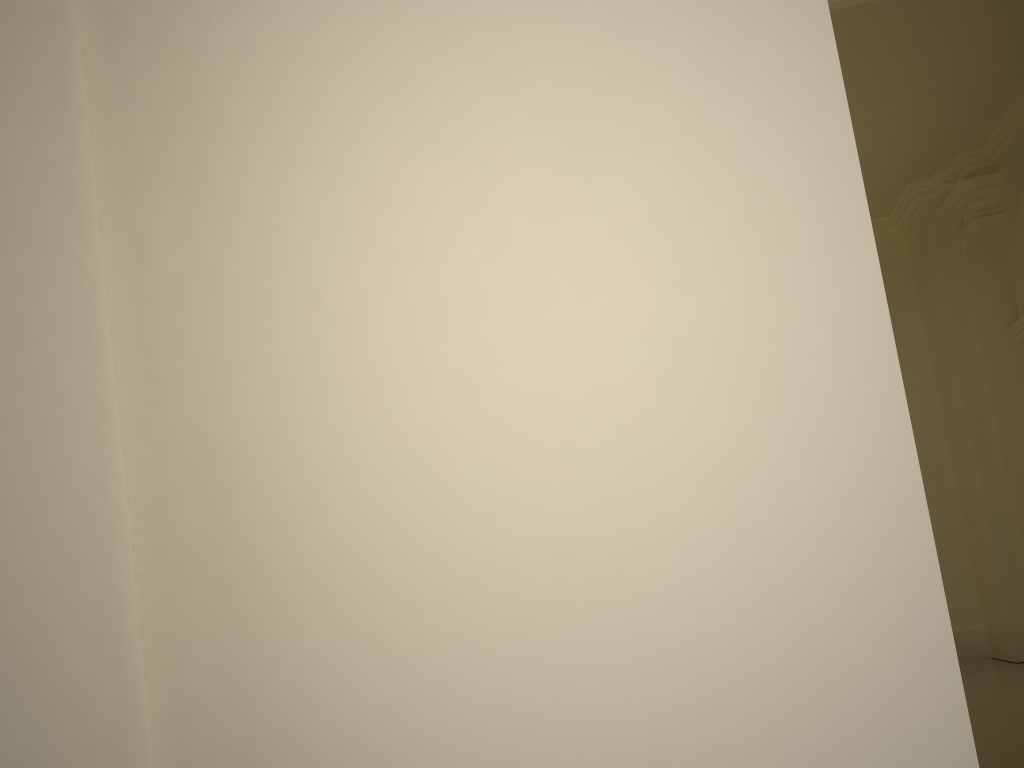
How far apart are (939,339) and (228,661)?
13.5 meters

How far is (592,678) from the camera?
0.56m
